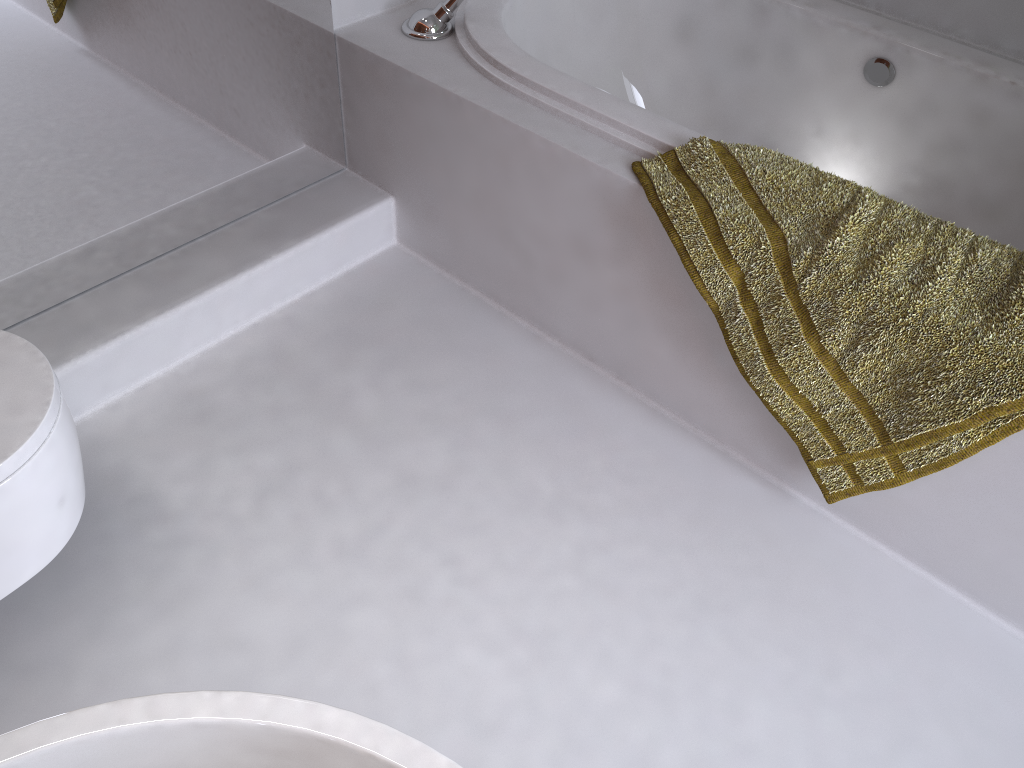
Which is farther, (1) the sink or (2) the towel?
(2) the towel

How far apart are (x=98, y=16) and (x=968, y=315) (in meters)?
1.46

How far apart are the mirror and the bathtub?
0.3m

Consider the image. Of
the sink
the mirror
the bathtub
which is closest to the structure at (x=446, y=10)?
the bathtub

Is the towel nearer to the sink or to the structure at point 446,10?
the structure at point 446,10

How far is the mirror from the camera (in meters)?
1.48

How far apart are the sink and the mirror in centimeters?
134cm

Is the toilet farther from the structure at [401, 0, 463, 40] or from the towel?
the structure at [401, 0, 463, 40]

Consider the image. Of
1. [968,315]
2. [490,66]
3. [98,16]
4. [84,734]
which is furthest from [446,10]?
[84,734]

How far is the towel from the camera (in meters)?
1.27
